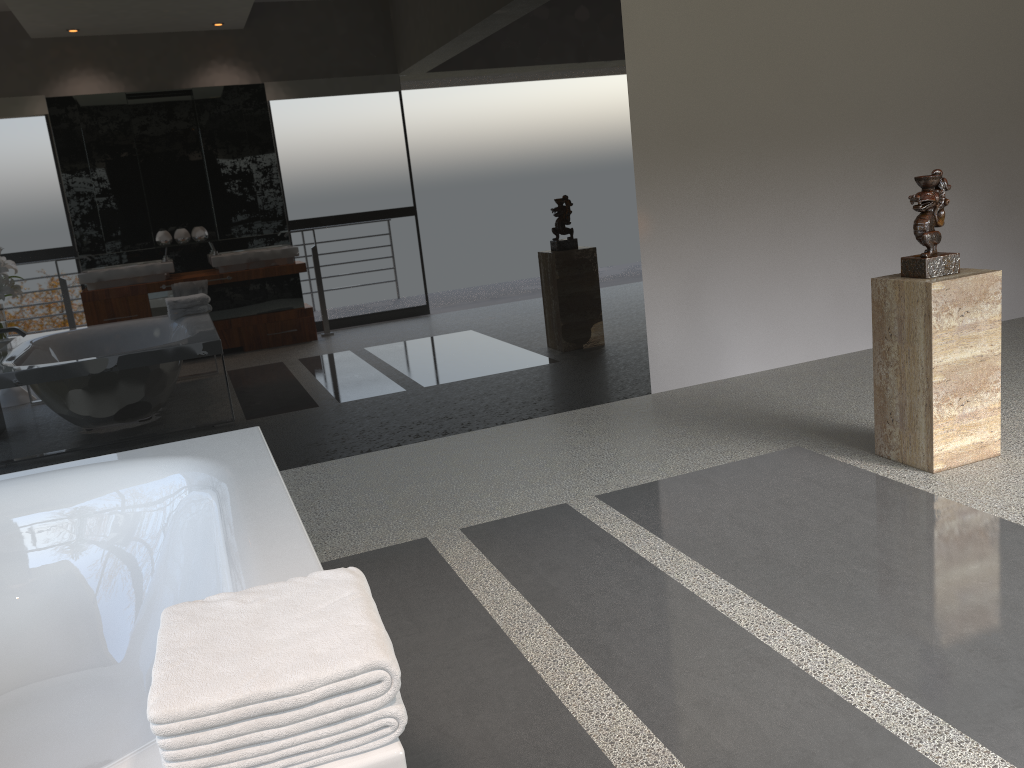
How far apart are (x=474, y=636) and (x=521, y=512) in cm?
91

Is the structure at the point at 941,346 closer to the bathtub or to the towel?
the bathtub

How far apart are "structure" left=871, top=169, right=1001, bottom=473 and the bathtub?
2.3m

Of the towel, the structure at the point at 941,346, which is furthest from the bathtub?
the structure at the point at 941,346

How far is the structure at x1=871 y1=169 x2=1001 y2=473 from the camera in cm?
313

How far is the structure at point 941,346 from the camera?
3.1 meters

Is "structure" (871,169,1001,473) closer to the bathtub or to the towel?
the bathtub

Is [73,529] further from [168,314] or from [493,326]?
[493,326]

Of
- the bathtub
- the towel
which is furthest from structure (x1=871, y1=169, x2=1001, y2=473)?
the towel

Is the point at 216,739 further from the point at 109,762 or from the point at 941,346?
the point at 941,346
